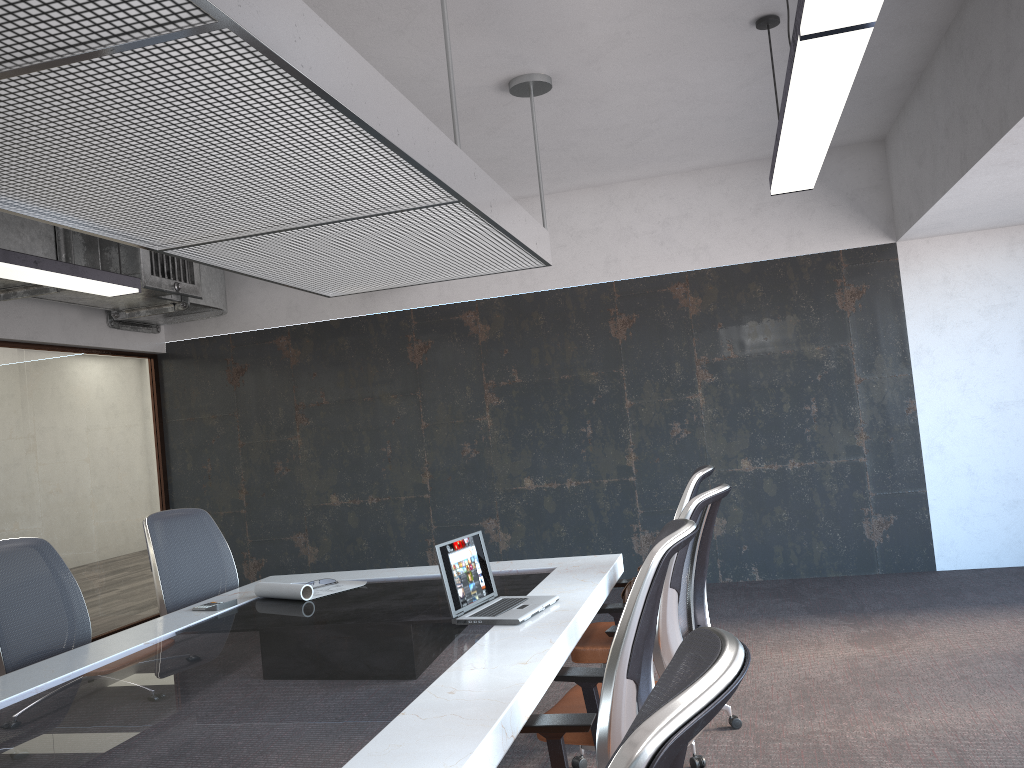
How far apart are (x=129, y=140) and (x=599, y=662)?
2.64m

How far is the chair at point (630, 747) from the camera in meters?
0.8 m

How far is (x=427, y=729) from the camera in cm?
202

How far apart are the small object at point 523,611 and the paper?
1.0 meters

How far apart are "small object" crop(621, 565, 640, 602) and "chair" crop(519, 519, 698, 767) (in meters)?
1.42

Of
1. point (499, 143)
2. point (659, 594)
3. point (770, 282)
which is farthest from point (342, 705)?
point (770, 282)

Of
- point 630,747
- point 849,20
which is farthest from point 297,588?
point 630,747

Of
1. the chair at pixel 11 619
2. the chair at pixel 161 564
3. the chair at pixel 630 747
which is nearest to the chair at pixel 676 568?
the chair at pixel 630 747

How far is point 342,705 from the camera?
2.3m

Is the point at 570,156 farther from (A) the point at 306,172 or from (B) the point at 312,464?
(A) the point at 306,172
